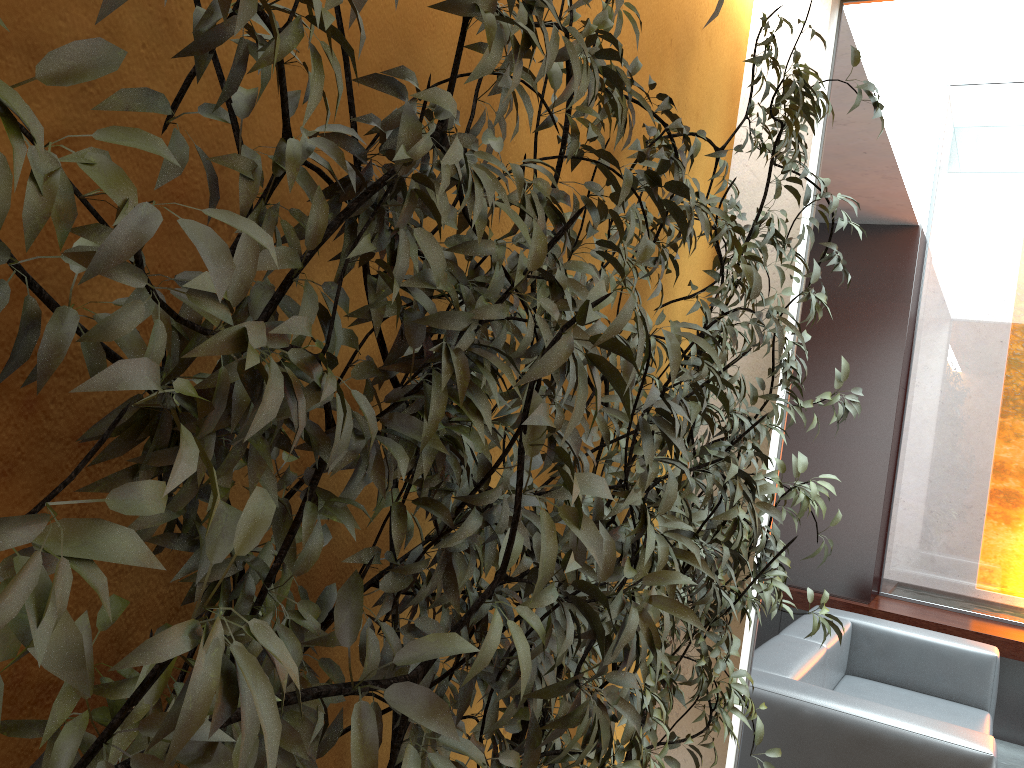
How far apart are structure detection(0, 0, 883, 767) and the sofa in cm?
68

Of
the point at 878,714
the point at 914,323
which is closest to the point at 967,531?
the point at 914,323

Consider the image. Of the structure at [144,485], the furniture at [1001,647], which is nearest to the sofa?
the structure at [144,485]

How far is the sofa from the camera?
2.9 meters

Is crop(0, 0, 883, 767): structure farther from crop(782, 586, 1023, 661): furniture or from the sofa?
crop(782, 586, 1023, 661): furniture

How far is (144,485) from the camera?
0.56m

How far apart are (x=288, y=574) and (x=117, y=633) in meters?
0.2 m

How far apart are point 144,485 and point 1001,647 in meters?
5.6 m

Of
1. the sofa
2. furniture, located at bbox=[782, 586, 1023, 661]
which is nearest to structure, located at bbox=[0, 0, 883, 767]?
the sofa

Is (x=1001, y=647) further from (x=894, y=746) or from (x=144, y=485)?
(x=144, y=485)
